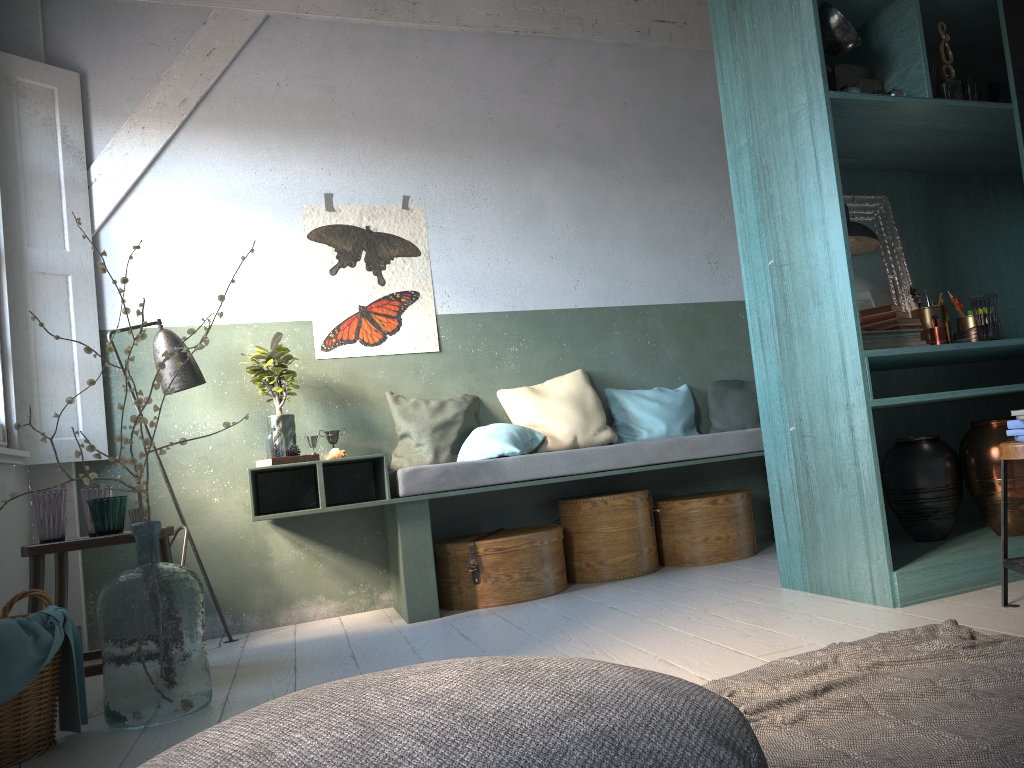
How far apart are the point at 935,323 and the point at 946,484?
0.8 meters

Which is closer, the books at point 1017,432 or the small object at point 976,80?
the books at point 1017,432

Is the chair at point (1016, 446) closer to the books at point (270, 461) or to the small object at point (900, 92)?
the small object at point (900, 92)

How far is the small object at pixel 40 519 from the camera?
4.0 meters

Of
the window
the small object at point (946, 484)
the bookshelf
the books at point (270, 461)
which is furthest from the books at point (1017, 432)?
the window

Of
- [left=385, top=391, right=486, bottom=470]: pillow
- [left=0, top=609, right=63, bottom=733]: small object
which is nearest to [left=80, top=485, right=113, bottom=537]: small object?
[left=0, top=609, right=63, bottom=733]: small object

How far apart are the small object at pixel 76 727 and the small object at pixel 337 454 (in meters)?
1.93

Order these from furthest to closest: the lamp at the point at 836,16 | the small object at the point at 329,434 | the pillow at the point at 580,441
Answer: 1. the pillow at the point at 580,441
2. the small object at the point at 329,434
3. the lamp at the point at 836,16

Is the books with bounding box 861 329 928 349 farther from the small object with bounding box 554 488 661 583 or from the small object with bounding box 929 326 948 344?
the small object with bounding box 554 488 661 583

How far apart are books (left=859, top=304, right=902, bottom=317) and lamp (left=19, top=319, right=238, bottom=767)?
3.62m
